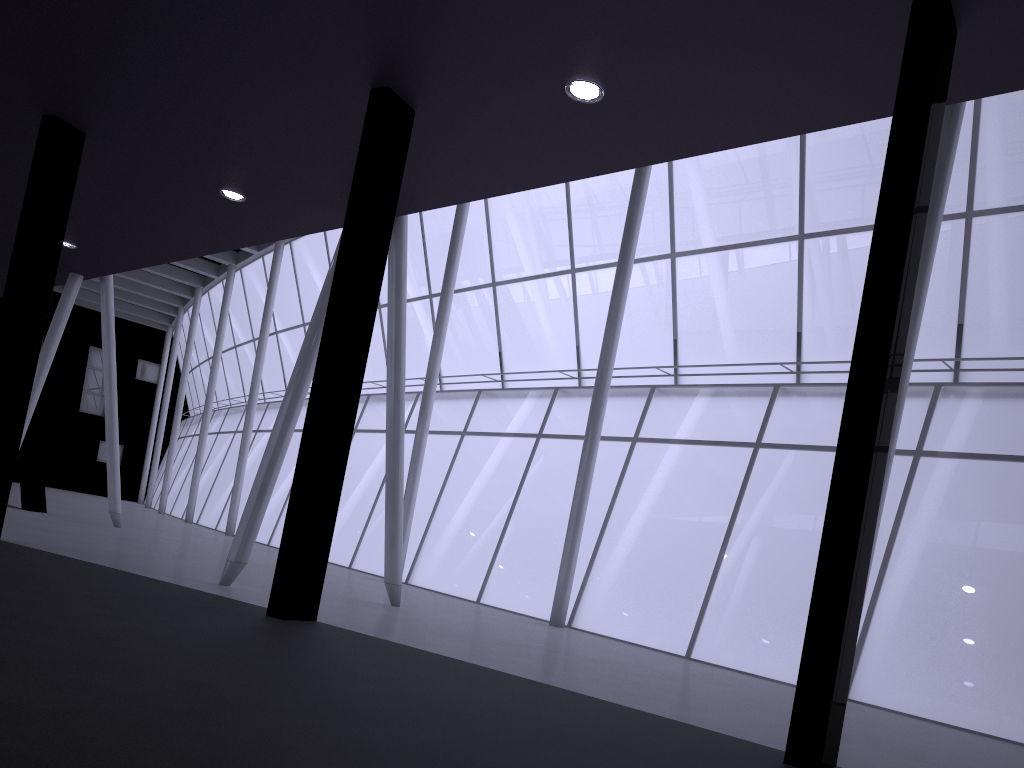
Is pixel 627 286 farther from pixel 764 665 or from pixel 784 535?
pixel 764 665

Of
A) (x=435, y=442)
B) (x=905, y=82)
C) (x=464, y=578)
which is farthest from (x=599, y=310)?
(x=905, y=82)
